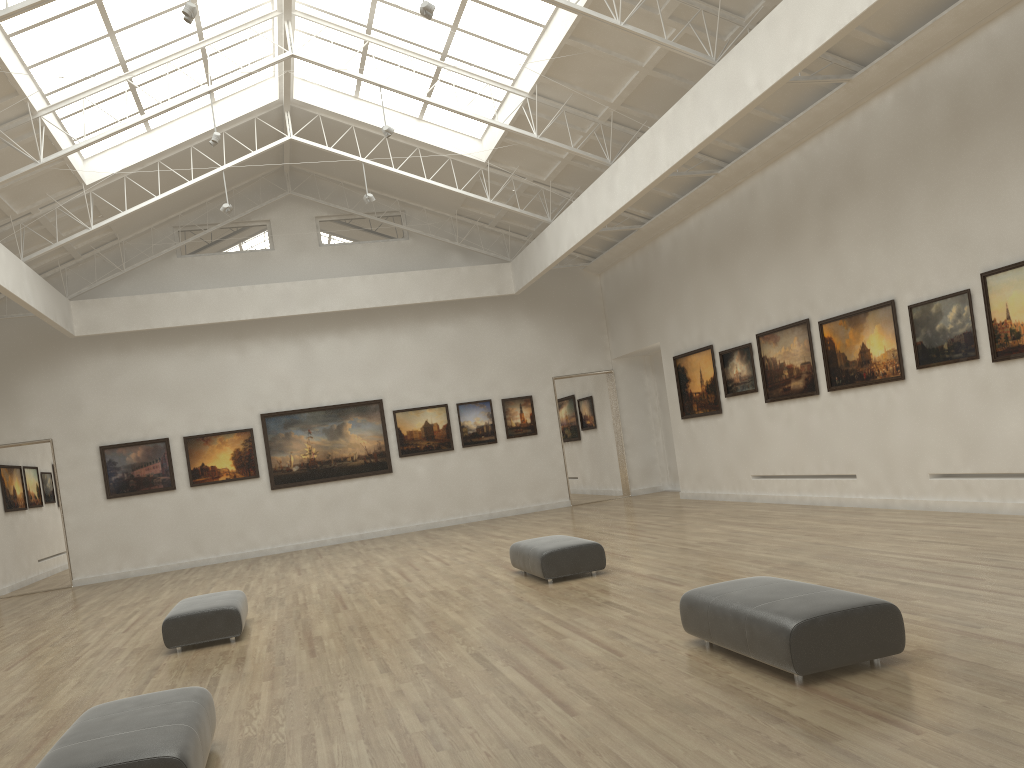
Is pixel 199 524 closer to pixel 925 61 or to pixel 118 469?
pixel 118 469
